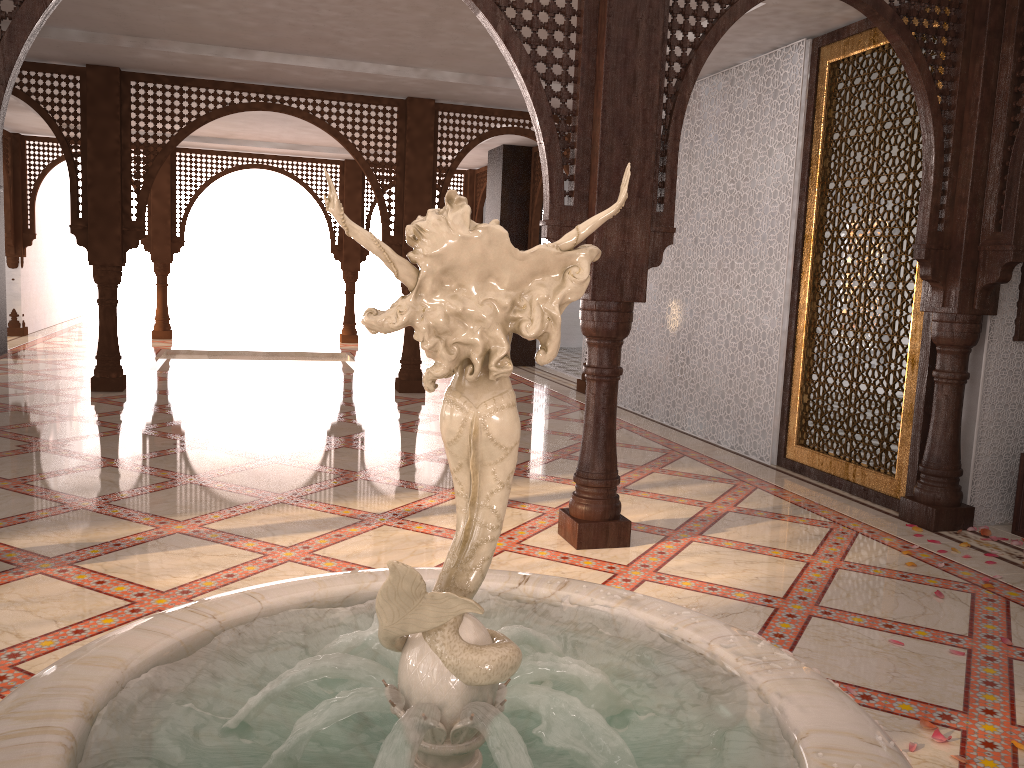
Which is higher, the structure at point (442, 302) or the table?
the structure at point (442, 302)

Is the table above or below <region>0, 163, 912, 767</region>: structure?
below

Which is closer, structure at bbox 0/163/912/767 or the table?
structure at bbox 0/163/912/767

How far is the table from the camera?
4.5 meters

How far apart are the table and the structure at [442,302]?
3.9m

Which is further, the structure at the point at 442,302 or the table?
the table

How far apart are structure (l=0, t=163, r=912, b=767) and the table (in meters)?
3.93

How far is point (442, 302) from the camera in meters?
0.9

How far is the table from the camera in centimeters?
453cm

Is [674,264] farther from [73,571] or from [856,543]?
[73,571]
